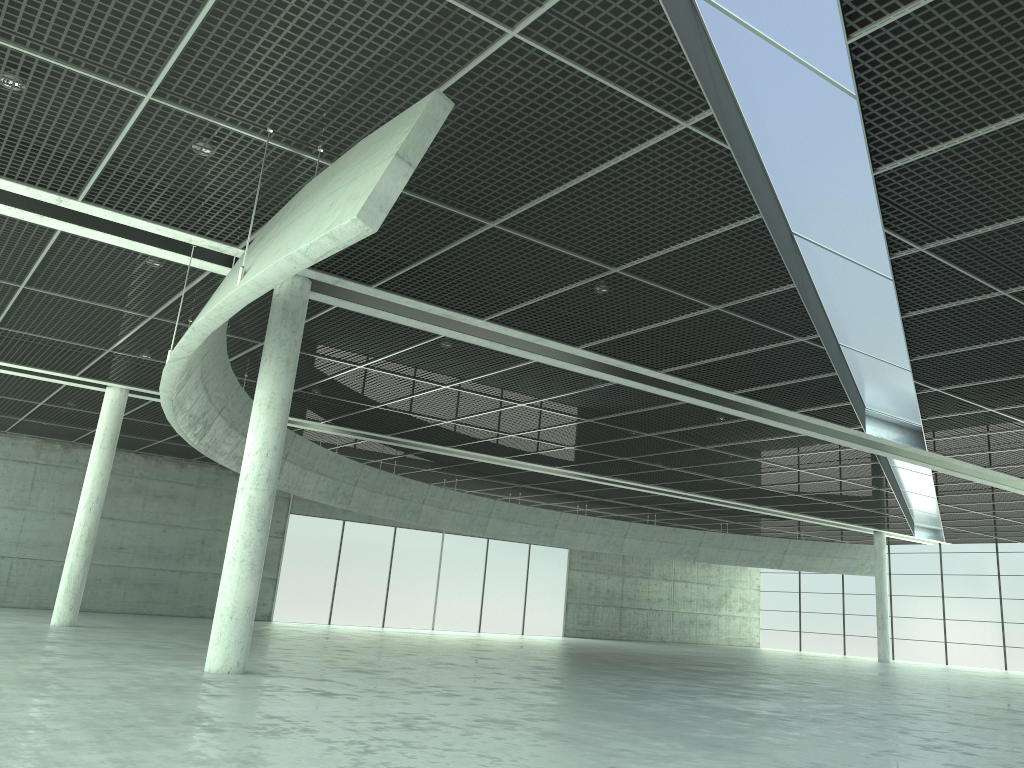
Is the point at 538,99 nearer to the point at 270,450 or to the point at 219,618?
the point at 270,450
